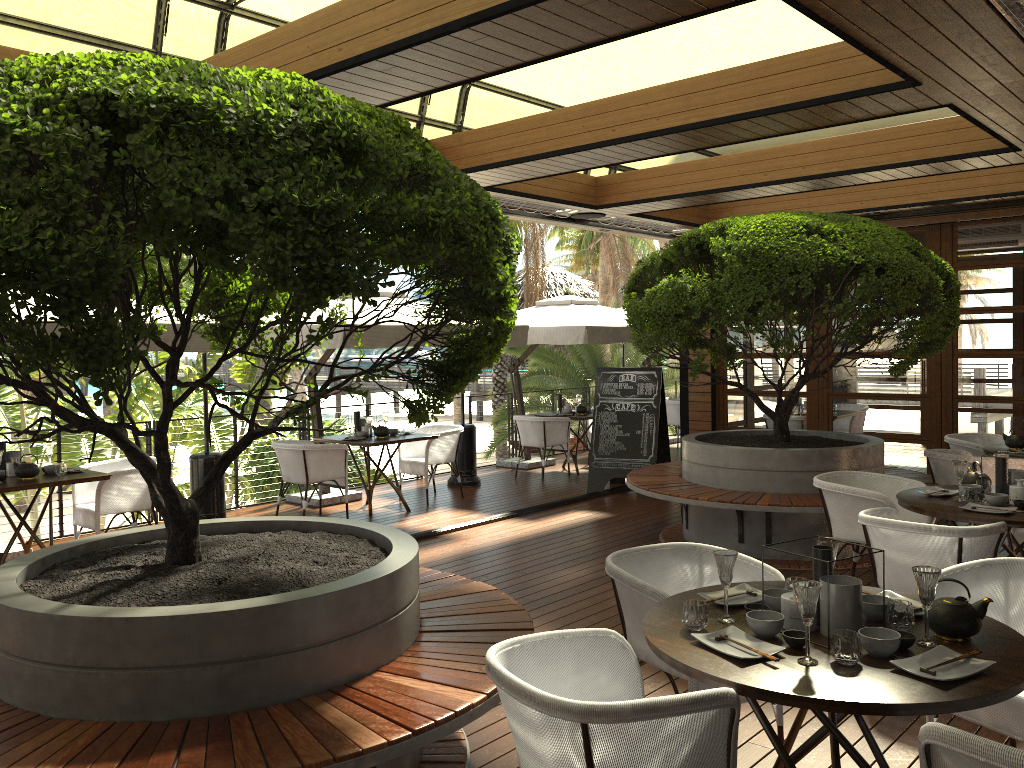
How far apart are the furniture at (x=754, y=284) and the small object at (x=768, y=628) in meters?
3.5

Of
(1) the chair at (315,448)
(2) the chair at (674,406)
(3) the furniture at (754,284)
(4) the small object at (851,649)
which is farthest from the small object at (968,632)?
(2) the chair at (674,406)

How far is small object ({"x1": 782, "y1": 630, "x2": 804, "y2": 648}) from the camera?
2.6 meters

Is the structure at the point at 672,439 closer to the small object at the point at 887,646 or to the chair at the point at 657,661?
the chair at the point at 657,661

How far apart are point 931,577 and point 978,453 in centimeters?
574cm

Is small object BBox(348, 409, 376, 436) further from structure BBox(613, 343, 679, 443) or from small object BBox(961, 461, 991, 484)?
structure BBox(613, 343, 679, 443)

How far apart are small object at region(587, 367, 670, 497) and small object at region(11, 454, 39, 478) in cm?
553

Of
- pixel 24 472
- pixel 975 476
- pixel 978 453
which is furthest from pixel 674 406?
pixel 24 472

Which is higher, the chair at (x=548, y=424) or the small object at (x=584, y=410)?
the small object at (x=584, y=410)

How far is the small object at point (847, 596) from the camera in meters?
2.7 m
